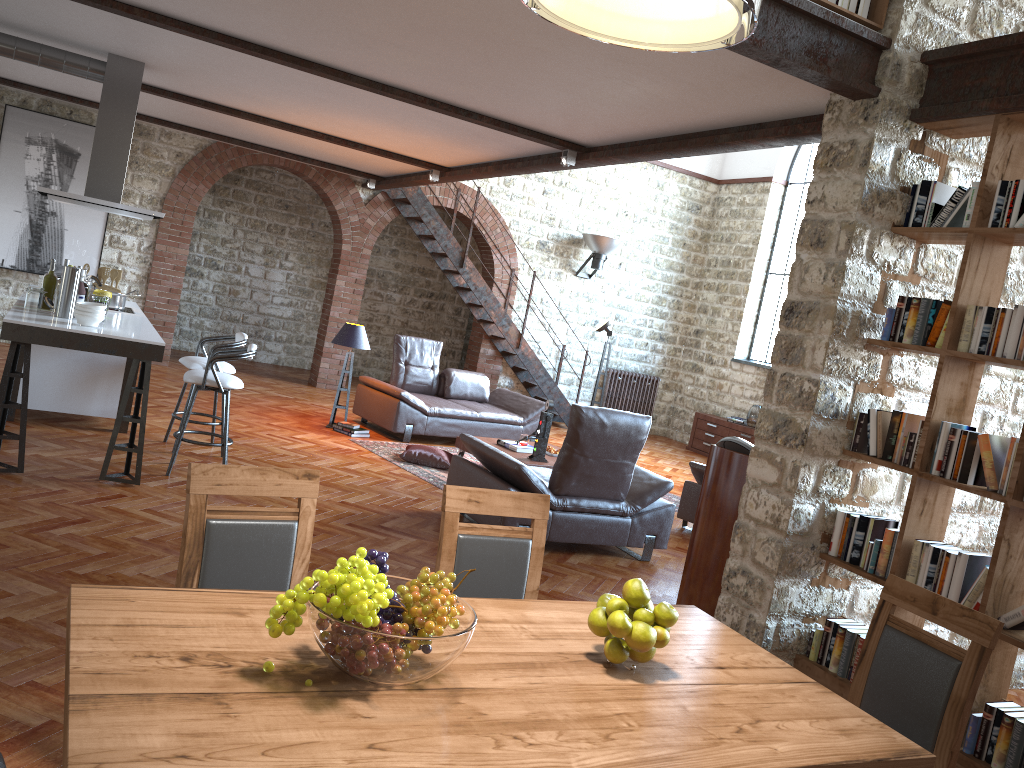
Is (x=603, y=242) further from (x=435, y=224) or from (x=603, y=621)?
(x=603, y=621)

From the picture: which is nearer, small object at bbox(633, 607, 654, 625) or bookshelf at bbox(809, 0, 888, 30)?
small object at bbox(633, 607, 654, 625)

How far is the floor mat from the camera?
7.7m

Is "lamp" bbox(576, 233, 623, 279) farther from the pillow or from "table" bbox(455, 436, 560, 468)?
the pillow

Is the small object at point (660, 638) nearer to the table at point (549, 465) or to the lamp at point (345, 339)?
the table at point (549, 465)

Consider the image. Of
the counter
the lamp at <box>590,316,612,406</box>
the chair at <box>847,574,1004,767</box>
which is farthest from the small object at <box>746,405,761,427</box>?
the chair at <box>847,574,1004,767</box>

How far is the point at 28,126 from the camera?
10.1 meters

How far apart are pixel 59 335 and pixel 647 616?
4.47m

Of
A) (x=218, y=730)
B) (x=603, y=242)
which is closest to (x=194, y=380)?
(x=218, y=730)

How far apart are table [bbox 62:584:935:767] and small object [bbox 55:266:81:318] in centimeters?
440cm
